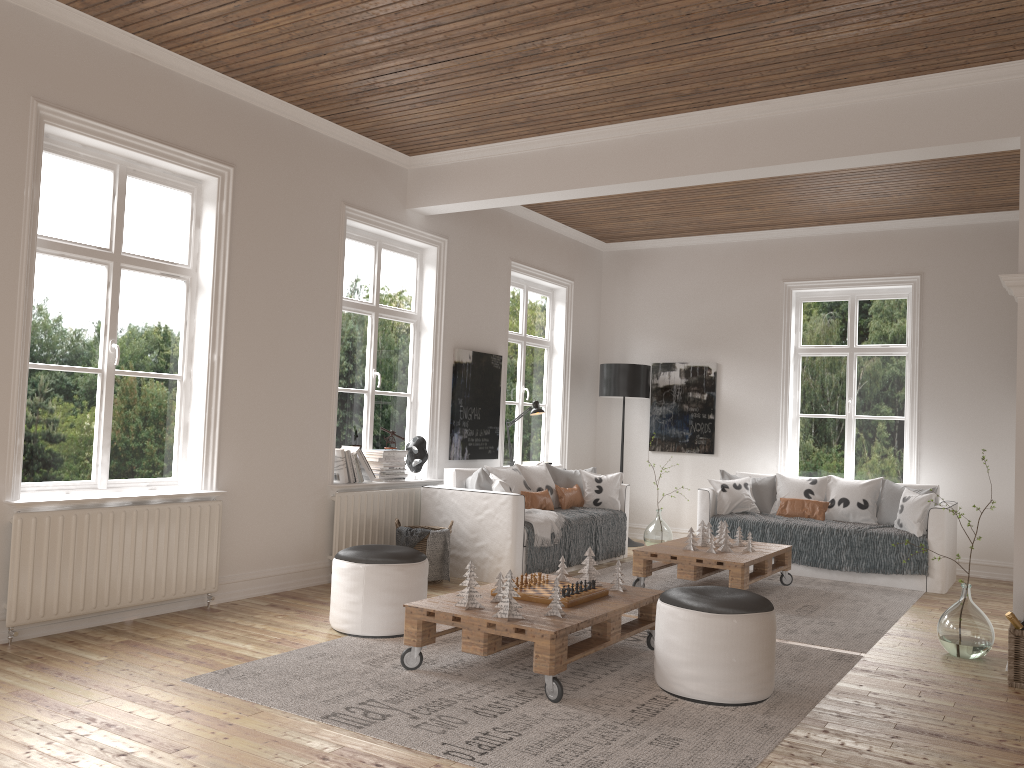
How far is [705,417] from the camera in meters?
8.8

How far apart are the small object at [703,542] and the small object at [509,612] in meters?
2.9 m

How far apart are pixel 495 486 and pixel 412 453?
0.8 meters

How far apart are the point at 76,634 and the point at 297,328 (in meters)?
2.25

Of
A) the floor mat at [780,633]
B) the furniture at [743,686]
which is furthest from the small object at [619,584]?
the floor mat at [780,633]

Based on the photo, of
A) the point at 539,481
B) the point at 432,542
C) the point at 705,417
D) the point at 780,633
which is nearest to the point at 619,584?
the point at 780,633

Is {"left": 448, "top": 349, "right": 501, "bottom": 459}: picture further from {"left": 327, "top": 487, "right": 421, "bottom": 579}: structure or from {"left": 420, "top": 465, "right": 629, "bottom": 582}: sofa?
{"left": 327, "top": 487, "right": 421, "bottom": 579}: structure

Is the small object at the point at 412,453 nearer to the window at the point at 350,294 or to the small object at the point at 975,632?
the window at the point at 350,294

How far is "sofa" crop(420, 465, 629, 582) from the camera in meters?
6.2

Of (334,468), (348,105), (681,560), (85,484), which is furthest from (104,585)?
(681,560)
